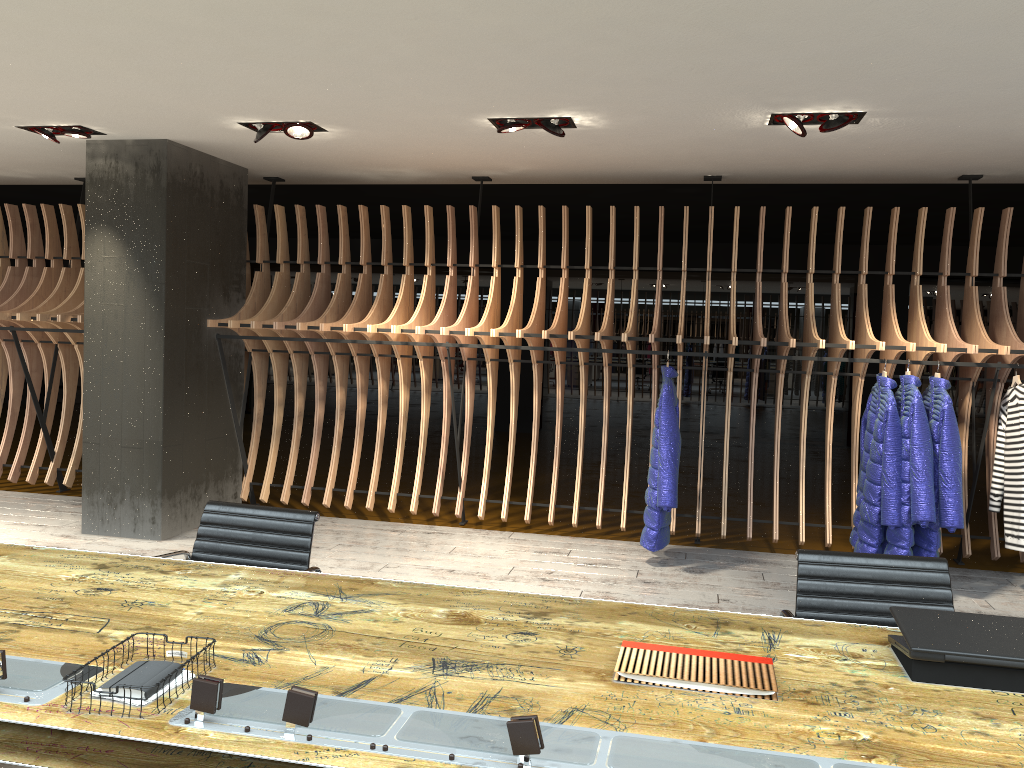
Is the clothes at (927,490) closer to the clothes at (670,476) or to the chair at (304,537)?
the clothes at (670,476)

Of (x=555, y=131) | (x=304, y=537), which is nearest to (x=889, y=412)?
(x=555, y=131)

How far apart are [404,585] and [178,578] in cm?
70

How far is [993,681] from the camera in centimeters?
207cm

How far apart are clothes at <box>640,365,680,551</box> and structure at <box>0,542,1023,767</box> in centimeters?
314cm

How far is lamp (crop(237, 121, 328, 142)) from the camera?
5.5m

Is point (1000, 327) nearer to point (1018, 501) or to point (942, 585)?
point (1018, 501)

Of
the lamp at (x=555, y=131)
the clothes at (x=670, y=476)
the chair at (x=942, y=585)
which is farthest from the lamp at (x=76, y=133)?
the chair at (x=942, y=585)

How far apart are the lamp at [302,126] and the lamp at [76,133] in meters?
1.2

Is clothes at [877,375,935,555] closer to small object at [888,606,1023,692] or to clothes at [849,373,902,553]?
clothes at [849,373,902,553]
